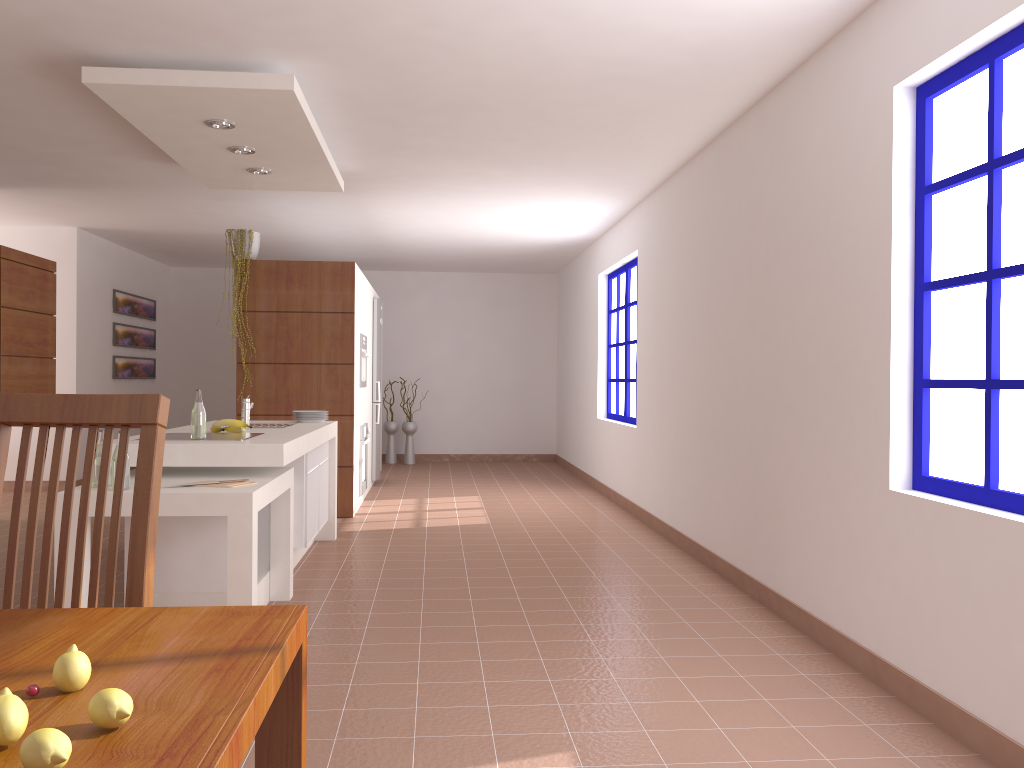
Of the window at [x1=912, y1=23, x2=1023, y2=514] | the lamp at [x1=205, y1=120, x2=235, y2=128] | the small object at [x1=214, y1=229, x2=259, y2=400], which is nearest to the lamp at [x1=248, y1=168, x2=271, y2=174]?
the lamp at [x1=205, y1=120, x2=235, y2=128]

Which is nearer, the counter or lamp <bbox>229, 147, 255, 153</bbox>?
the counter

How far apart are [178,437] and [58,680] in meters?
3.4 m

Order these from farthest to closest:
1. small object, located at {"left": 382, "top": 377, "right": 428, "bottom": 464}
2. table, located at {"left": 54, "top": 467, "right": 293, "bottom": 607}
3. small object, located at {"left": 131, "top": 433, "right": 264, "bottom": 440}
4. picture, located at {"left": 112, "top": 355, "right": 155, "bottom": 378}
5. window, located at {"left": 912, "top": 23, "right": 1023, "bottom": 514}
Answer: small object, located at {"left": 382, "top": 377, "right": 428, "bottom": 464}
picture, located at {"left": 112, "top": 355, "right": 155, "bottom": 378}
small object, located at {"left": 131, "top": 433, "right": 264, "bottom": 440}
table, located at {"left": 54, "top": 467, "right": 293, "bottom": 607}
window, located at {"left": 912, "top": 23, "right": 1023, "bottom": 514}

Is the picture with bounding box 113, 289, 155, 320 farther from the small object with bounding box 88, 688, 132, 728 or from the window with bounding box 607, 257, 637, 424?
the small object with bounding box 88, 688, 132, 728

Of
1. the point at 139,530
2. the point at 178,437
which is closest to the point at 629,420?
the point at 178,437

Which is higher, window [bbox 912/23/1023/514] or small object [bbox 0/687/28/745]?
window [bbox 912/23/1023/514]

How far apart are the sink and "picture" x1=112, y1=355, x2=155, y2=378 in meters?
5.1

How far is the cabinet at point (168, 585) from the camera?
3.87m

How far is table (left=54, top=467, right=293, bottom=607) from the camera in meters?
3.4 m
